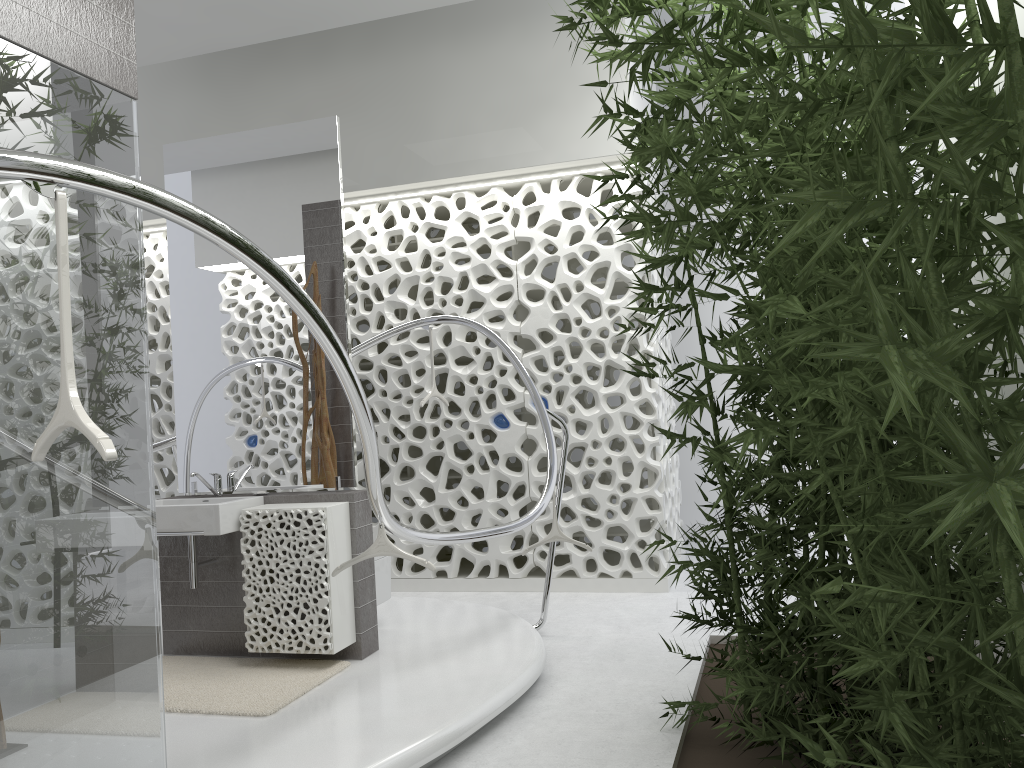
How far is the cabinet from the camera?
4.31m

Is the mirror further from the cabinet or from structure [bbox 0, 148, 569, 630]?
structure [bbox 0, 148, 569, 630]

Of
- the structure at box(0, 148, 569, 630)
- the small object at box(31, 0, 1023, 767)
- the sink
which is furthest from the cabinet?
the small object at box(31, 0, 1023, 767)

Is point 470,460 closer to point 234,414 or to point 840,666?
point 234,414

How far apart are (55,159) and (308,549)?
2.8 meters

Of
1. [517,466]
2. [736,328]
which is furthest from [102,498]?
[736,328]

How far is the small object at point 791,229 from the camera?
1.06m

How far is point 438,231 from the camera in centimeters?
→ 940cm

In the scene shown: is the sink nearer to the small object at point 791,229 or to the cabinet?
the cabinet

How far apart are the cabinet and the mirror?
0.1 meters
